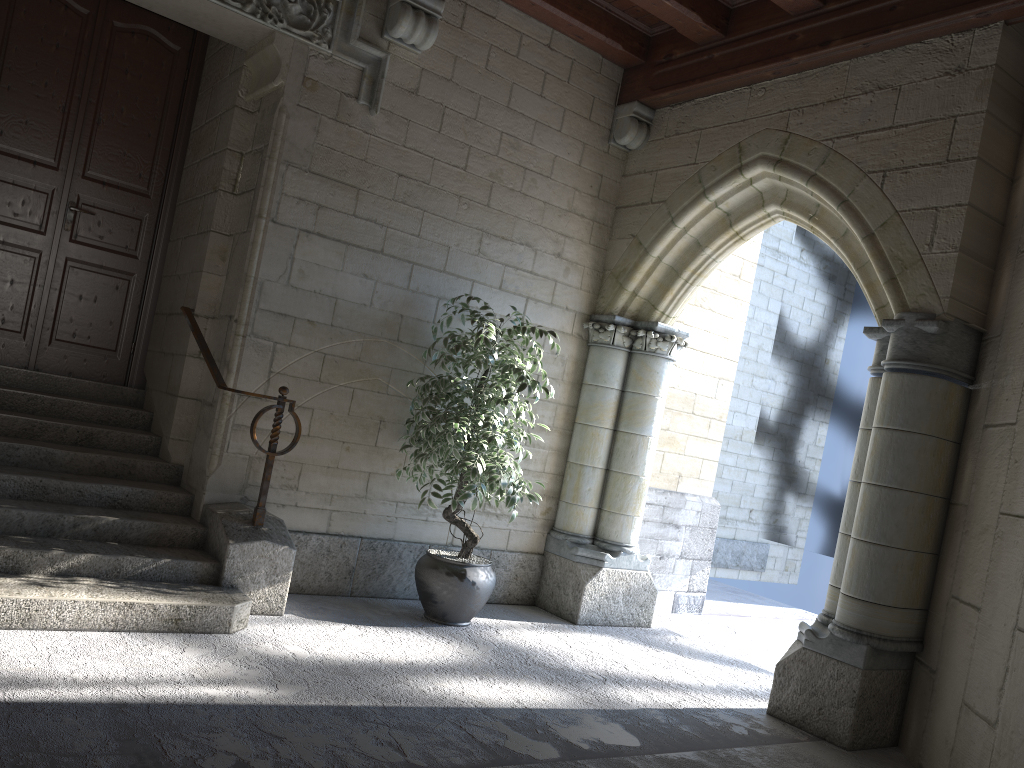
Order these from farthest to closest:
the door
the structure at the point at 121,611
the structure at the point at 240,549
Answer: the door < the structure at the point at 240,549 < the structure at the point at 121,611

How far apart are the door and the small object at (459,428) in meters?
1.6 m

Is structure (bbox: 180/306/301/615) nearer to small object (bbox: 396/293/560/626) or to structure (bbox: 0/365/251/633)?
structure (bbox: 0/365/251/633)

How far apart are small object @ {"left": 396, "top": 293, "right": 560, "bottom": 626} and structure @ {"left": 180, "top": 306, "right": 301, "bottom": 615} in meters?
0.5 m

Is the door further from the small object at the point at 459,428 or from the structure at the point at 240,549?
the small object at the point at 459,428

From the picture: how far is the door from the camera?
4.5m

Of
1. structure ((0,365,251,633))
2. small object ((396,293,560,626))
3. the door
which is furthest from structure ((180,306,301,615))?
the door

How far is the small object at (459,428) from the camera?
4.1 meters

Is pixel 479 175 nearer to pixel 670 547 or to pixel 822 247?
pixel 670 547

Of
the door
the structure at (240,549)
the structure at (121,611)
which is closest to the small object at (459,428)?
the structure at (240,549)
